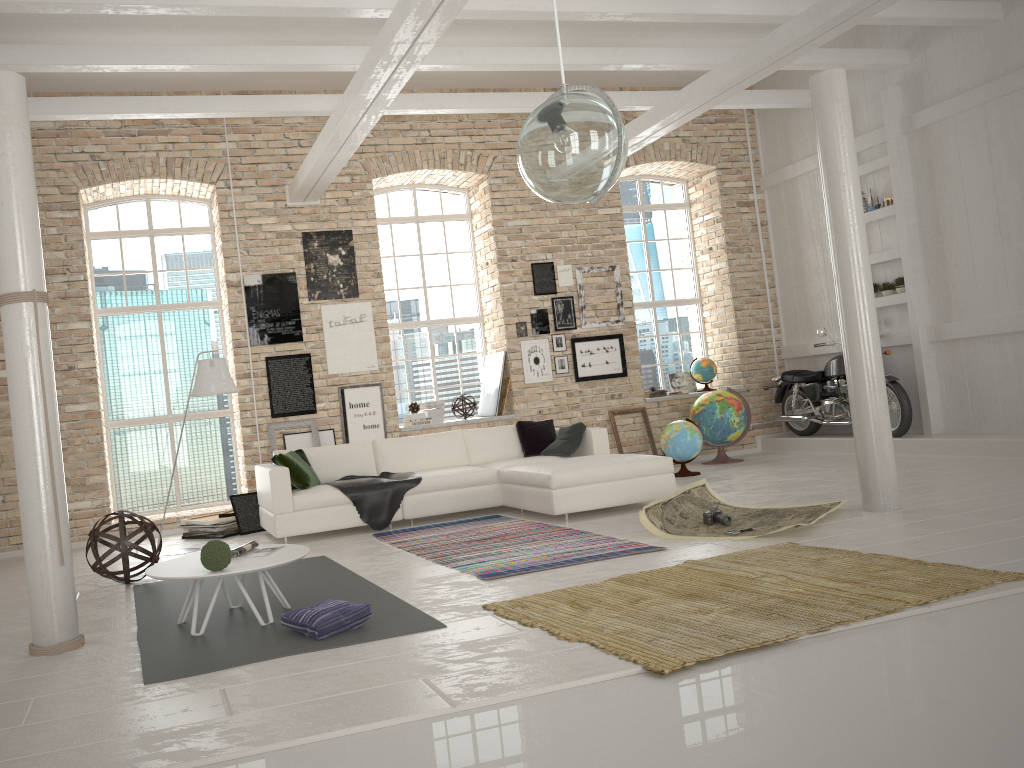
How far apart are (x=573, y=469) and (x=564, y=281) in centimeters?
409cm

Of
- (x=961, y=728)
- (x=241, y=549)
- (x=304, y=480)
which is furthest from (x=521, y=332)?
(x=961, y=728)

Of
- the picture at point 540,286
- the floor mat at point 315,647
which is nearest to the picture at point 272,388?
the picture at point 540,286

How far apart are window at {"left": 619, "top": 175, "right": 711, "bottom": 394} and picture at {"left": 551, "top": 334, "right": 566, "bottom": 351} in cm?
166

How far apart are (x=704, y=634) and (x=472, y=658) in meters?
1.0 m

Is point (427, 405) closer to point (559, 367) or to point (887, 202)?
point (559, 367)

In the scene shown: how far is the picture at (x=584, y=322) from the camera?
10.90m

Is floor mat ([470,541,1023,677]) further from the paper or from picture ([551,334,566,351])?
picture ([551,334,566,351])

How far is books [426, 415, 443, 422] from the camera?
10.52m

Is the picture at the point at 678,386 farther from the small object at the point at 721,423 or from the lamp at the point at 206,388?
the lamp at the point at 206,388
